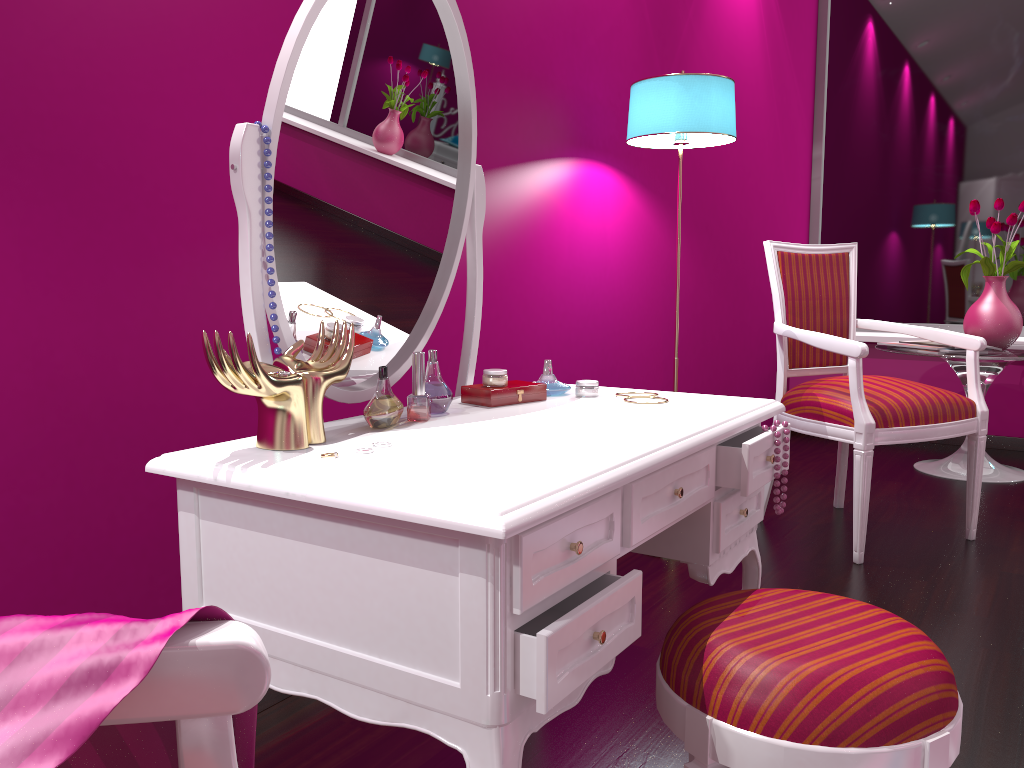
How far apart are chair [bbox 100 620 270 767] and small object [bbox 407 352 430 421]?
0.8m

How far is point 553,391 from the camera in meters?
1.5 m

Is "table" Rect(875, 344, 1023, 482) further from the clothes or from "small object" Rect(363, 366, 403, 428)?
the clothes

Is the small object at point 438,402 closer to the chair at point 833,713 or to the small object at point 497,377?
the small object at point 497,377

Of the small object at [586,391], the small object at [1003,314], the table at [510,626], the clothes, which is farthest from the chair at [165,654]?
the small object at [1003,314]

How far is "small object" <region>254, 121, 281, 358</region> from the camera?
1.1 meters

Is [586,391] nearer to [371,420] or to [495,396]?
[495,396]

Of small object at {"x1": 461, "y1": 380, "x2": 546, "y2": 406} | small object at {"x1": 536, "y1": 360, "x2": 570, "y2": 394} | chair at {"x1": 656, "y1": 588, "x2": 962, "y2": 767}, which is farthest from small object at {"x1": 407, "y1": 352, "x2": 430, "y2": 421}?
chair at {"x1": 656, "y1": 588, "x2": 962, "y2": 767}

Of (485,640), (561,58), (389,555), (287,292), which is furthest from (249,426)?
(561,58)

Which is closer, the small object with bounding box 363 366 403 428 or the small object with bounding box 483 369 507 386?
the small object with bounding box 363 366 403 428
